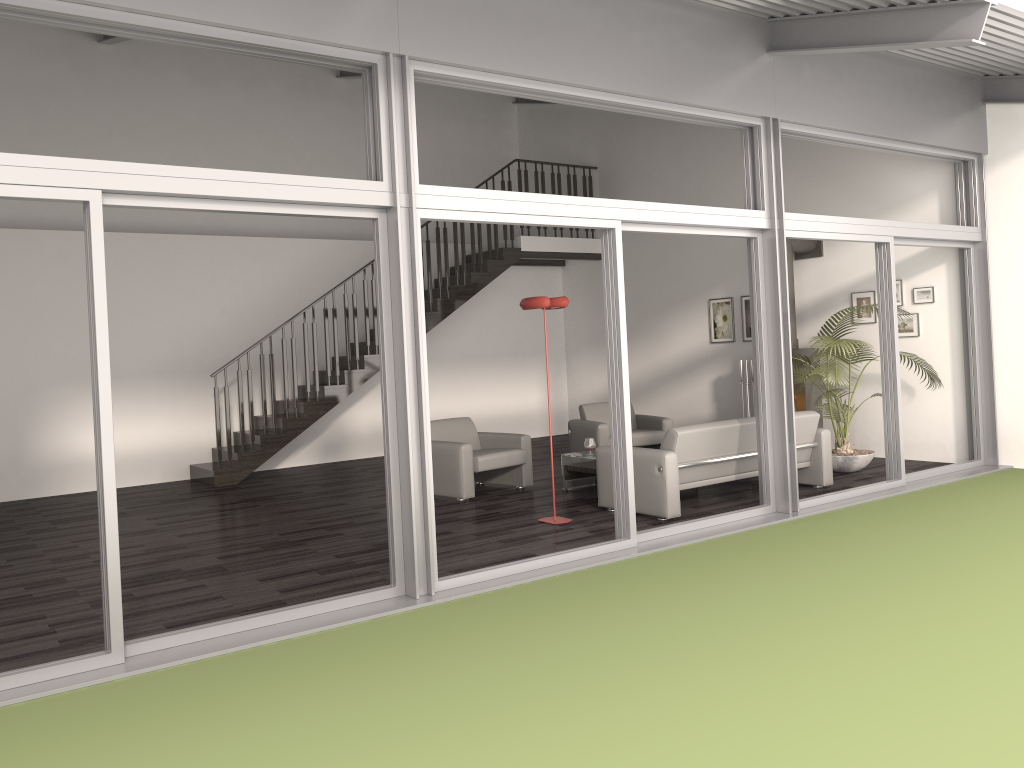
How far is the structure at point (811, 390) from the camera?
9.76m

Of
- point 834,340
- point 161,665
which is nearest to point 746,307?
point 834,340

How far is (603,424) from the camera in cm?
966

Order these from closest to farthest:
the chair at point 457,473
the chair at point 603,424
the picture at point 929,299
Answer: the chair at point 457,473, the picture at point 929,299, the chair at point 603,424

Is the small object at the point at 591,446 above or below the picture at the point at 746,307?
below

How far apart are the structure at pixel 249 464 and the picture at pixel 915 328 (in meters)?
4.98

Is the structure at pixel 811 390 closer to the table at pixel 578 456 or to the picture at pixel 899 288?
the picture at pixel 899 288

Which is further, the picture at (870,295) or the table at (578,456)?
the picture at (870,295)

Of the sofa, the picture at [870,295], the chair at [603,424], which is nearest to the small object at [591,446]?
the sofa

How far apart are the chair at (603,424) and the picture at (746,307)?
1.9 meters
